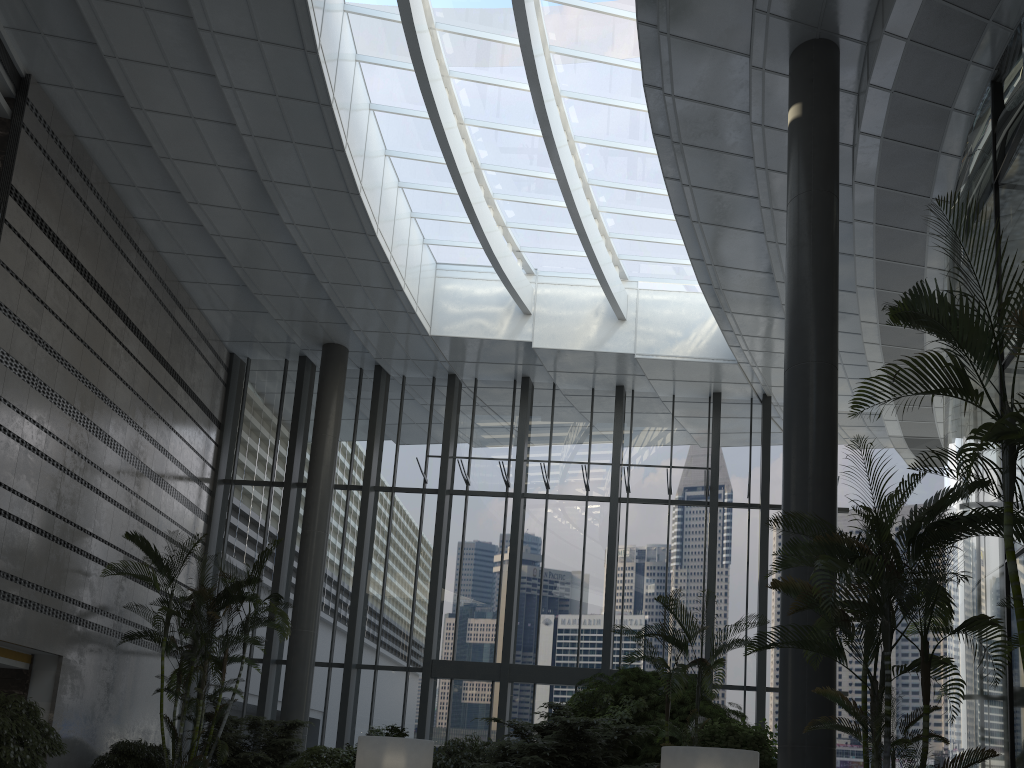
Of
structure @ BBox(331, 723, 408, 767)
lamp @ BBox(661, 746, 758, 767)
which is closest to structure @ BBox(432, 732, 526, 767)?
structure @ BBox(331, 723, 408, 767)

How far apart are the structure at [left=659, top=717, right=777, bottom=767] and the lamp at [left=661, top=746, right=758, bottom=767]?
1.35m

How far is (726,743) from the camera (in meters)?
7.79

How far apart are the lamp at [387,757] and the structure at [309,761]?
2.7 meters

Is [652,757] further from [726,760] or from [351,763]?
[726,760]

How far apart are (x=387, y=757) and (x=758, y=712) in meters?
7.5

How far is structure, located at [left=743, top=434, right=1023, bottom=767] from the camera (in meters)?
5.05

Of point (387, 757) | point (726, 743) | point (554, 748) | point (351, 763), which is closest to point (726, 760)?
Result: point (726, 743)

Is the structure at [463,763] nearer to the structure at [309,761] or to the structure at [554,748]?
the structure at [554,748]

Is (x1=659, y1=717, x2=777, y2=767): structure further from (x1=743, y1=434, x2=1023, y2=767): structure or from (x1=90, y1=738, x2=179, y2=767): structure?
(x1=90, y1=738, x2=179, y2=767): structure
